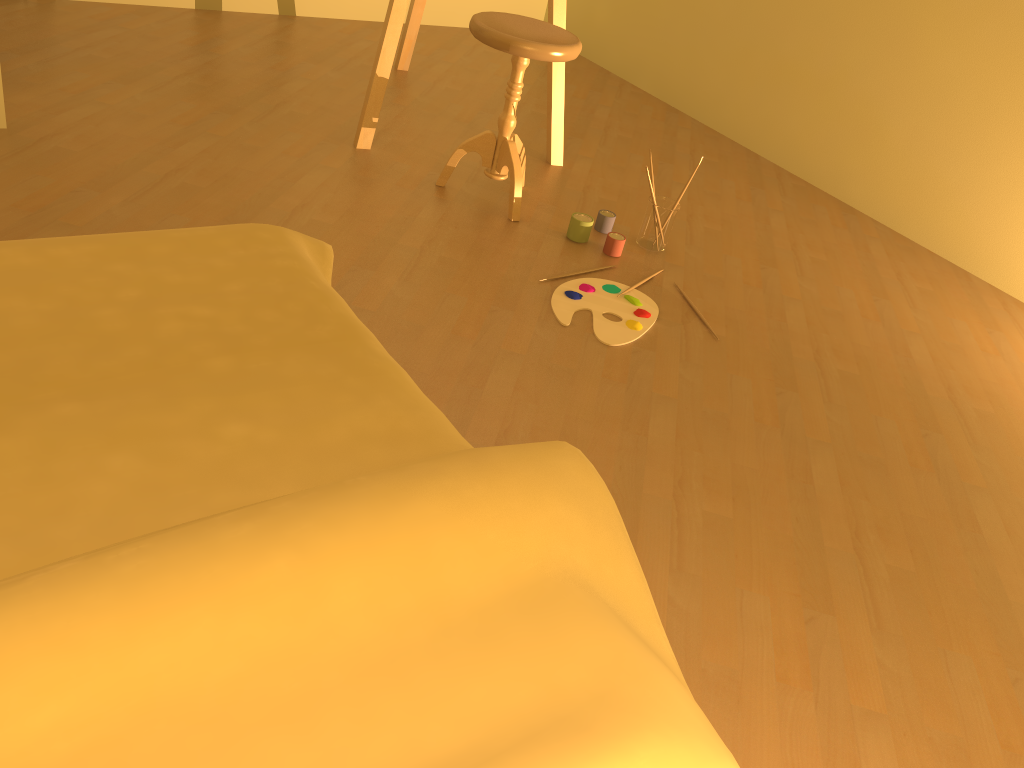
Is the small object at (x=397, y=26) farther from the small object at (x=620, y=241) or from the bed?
the bed

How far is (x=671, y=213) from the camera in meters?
2.8

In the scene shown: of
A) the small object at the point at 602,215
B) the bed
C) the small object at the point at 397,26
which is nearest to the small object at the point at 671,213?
the small object at the point at 602,215

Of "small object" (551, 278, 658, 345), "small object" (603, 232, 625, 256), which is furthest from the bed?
"small object" (603, 232, 625, 256)

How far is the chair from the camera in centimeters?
256cm

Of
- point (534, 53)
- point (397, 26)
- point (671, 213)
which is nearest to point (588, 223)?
point (671, 213)

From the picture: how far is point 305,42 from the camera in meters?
4.0 m

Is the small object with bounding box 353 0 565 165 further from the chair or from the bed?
the bed

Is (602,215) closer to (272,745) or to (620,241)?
(620,241)

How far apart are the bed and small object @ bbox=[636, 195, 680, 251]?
1.5 meters
